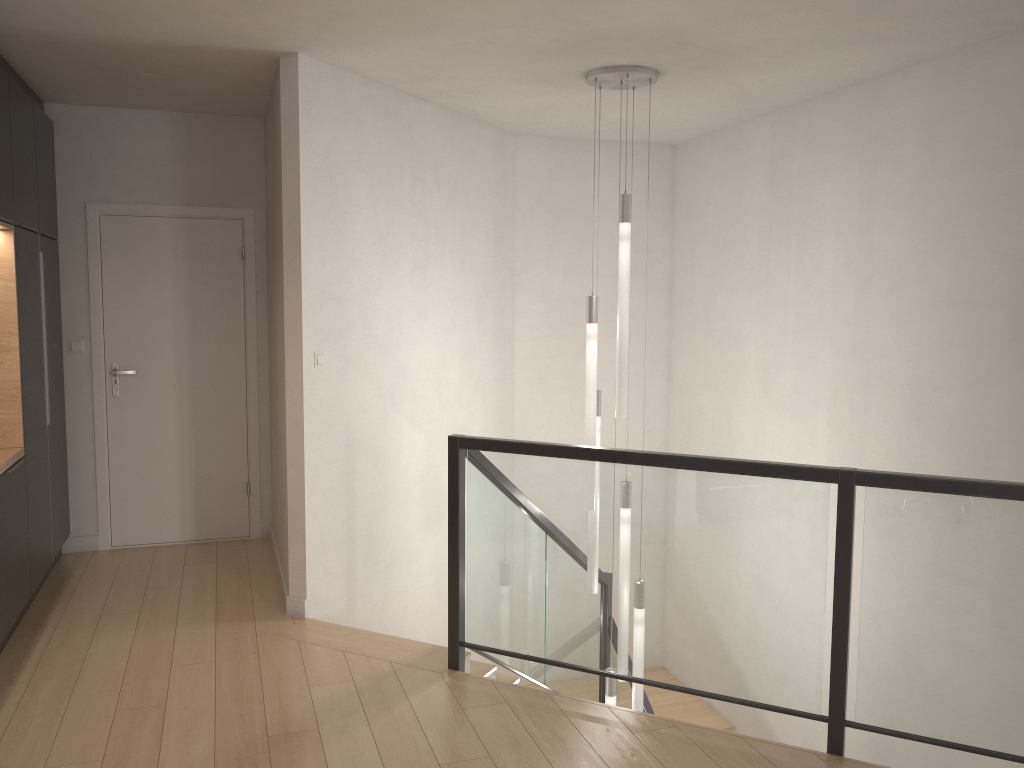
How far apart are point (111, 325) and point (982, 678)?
4.91m

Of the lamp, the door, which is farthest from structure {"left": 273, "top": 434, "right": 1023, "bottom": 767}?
the door

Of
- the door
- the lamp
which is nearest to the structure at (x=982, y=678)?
the lamp

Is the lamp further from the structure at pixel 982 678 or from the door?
the door

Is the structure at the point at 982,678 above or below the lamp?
below

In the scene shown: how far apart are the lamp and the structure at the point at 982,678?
0.24m

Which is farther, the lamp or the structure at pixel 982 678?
the lamp

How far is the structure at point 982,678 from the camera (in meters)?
2.87

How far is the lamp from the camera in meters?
4.4 m

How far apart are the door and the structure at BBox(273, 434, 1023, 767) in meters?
1.7
